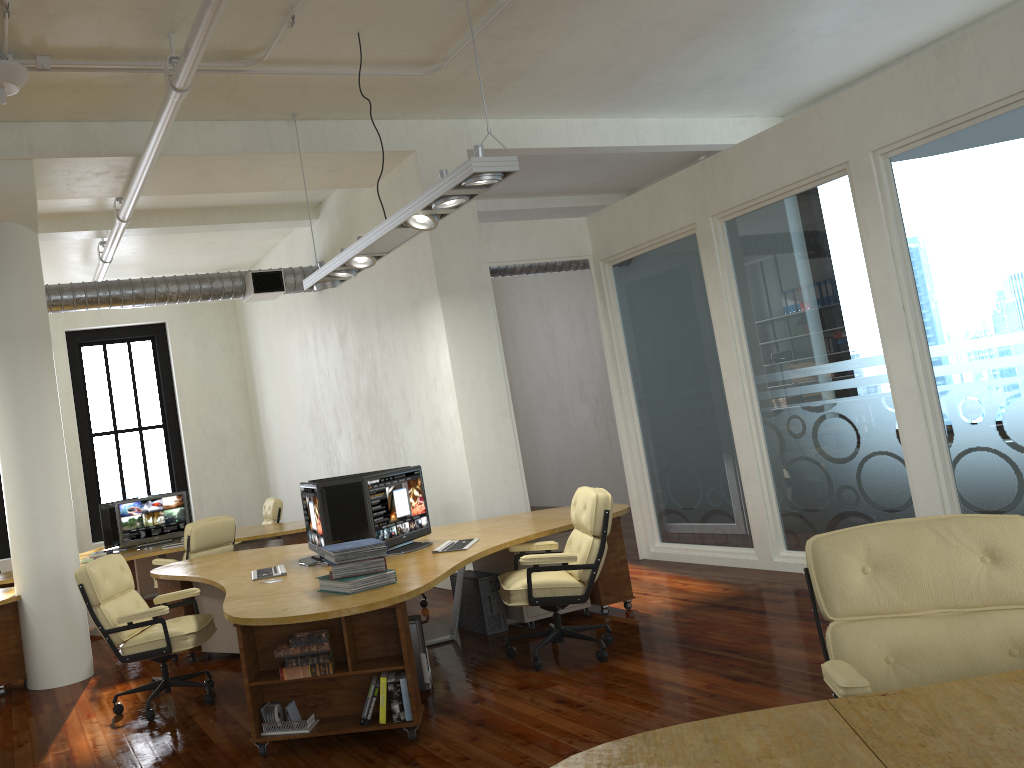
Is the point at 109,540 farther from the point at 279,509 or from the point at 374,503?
the point at 374,503

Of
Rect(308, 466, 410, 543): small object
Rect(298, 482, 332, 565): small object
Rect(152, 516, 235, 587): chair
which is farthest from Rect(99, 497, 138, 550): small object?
Rect(298, 482, 332, 565): small object

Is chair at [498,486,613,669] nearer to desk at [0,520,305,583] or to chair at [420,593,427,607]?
chair at [420,593,427,607]

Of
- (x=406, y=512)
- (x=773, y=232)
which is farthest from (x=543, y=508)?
(x=406, y=512)

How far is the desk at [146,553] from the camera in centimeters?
908cm

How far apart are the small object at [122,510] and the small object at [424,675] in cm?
514

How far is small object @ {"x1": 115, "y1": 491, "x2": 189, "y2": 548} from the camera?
9.8m

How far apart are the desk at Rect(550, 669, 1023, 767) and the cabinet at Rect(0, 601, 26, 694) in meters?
6.0

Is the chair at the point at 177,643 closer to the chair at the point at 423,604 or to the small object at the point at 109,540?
the chair at the point at 423,604

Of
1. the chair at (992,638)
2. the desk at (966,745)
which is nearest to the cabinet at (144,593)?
the chair at (992,638)
